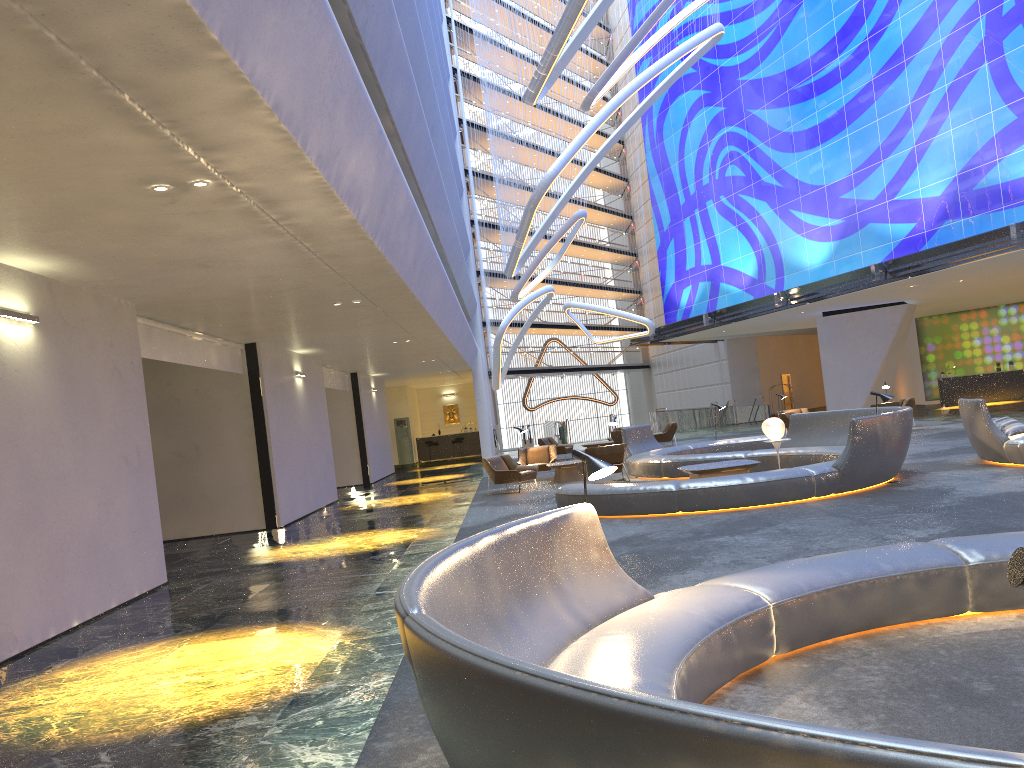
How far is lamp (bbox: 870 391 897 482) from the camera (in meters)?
12.26

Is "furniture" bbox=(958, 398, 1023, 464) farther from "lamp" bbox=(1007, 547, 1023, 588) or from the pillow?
"lamp" bbox=(1007, 547, 1023, 588)

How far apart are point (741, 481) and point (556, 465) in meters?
7.8

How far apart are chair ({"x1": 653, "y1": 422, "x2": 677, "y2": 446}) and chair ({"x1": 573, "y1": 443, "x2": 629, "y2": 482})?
10.2 meters

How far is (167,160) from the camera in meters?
5.8 m

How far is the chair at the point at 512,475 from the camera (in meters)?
17.58

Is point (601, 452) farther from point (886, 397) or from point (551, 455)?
point (886, 397)

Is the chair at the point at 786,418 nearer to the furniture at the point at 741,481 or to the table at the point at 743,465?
the furniture at the point at 741,481

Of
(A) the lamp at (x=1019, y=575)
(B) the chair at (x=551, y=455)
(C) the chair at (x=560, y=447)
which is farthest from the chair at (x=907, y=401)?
Result: (A) the lamp at (x=1019, y=575)

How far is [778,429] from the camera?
14.83m
